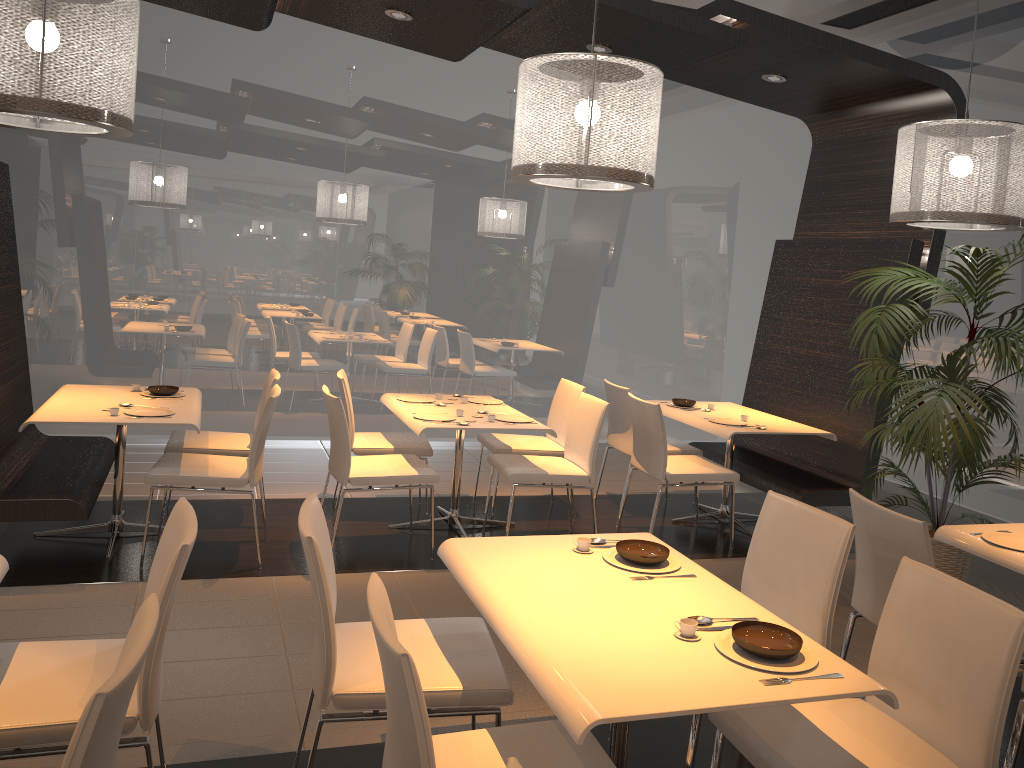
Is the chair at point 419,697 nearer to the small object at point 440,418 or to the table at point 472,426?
the table at point 472,426

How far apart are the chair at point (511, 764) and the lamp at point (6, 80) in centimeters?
258cm

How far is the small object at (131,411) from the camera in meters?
4.5

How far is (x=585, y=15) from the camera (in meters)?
4.79

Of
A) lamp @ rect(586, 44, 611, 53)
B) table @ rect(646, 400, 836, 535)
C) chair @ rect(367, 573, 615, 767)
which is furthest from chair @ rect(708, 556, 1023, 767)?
lamp @ rect(586, 44, 611, 53)

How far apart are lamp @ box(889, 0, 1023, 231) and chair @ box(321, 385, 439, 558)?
2.7m

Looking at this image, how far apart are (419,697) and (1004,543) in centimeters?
258cm

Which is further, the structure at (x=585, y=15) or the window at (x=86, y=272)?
the window at (x=86, y=272)

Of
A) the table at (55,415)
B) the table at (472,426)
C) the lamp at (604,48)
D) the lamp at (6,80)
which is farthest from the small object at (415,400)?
the lamp at (6,80)

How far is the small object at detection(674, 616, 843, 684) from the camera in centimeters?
211cm
